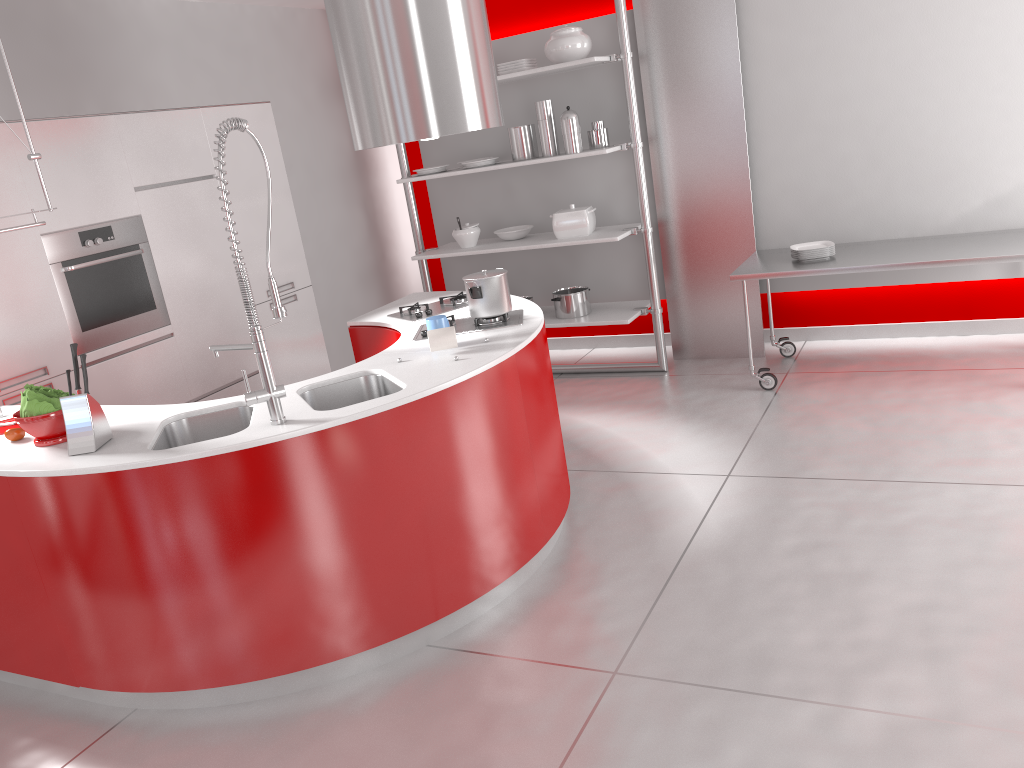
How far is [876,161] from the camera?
5.0m

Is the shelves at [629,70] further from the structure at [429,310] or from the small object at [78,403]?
the small object at [78,403]

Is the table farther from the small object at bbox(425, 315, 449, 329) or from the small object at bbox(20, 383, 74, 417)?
the small object at bbox(20, 383, 74, 417)

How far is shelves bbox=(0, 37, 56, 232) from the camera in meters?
3.0

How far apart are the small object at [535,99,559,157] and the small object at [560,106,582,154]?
0.1 meters

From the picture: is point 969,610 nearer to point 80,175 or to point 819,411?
point 819,411

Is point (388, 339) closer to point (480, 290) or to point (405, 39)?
point (480, 290)

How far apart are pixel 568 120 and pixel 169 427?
3.2 meters

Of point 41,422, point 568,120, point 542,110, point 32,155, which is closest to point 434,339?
point 41,422

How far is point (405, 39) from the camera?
3.4 meters
